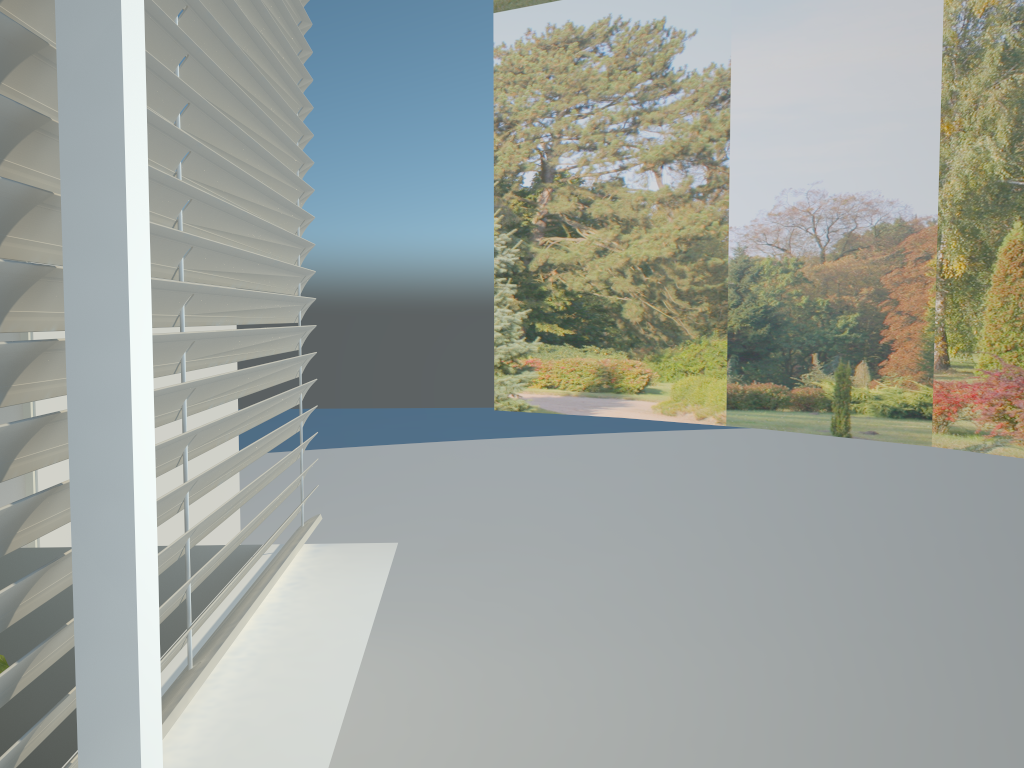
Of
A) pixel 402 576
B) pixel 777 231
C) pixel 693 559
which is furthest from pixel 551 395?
pixel 402 576

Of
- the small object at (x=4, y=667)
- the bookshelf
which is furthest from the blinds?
the bookshelf

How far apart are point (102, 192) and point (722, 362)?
12.56m

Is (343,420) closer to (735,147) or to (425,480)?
(425,480)

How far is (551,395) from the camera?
14.5 meters

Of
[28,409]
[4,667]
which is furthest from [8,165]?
[28,409]

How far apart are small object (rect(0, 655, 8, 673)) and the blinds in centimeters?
36cm

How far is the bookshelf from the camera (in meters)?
2.36

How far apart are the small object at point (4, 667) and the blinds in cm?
36

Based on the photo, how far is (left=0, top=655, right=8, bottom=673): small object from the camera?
1.4m
